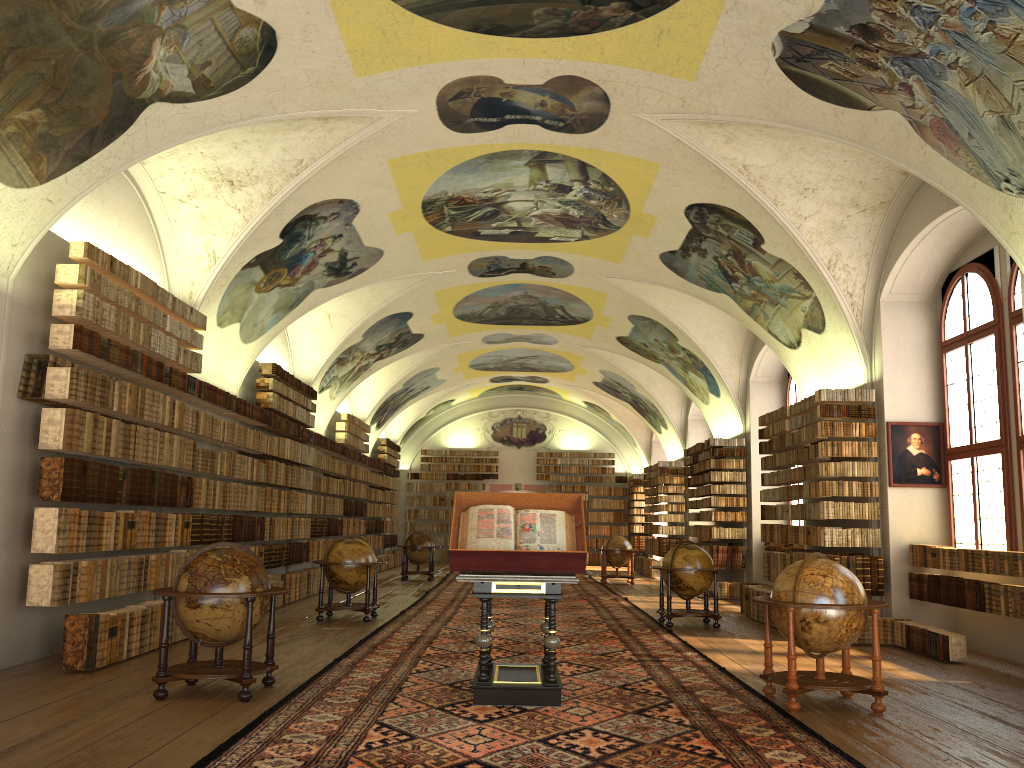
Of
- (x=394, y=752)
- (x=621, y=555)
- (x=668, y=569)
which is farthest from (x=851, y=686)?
(x=621, y=555)

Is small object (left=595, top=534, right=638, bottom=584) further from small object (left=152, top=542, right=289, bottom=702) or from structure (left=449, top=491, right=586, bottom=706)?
small object (left=152, top=542, right=289, bottom=702)

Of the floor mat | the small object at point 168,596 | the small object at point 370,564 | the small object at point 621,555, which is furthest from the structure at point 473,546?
the small object at point 621,555

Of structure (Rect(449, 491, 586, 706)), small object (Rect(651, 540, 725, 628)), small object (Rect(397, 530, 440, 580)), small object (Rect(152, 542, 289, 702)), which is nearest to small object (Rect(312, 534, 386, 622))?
small object (Rect(651, 540, 725, 628))

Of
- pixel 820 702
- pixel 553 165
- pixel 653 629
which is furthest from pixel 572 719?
pixel 553 165

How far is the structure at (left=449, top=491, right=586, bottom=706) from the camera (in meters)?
8.02

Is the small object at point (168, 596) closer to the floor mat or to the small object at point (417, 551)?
the floor mat

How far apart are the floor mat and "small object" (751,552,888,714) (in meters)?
0.13

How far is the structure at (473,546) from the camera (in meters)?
8.02

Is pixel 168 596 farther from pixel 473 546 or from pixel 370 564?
pixel 370 564
